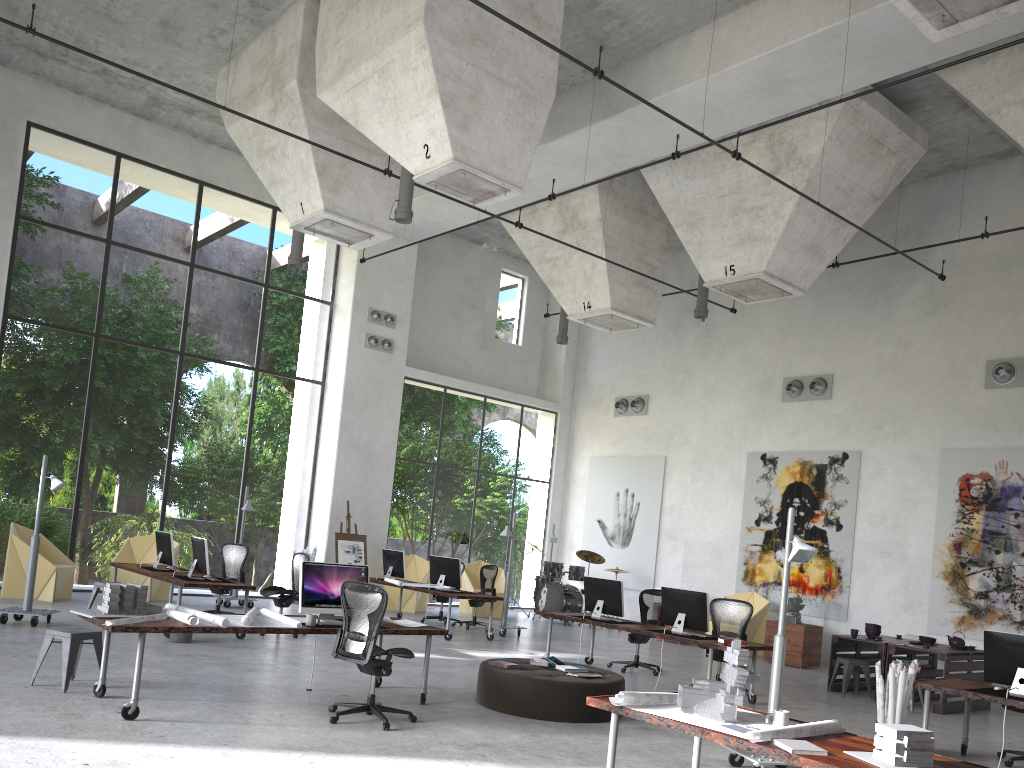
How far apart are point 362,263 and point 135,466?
13.4m

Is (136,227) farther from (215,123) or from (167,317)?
(215,123)

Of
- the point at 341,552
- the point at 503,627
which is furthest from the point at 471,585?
the point at 503,627

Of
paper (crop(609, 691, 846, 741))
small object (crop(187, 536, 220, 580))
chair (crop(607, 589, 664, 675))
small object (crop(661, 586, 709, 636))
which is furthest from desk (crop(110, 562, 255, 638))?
paper (crop(609, 691, 846, 741))

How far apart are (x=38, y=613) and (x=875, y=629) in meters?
10.8 m

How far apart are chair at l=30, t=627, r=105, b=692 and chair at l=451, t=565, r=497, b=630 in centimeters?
843cm

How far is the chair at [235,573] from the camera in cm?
1350

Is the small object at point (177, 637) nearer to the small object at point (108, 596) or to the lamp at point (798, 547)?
the small object at point (108, 596)

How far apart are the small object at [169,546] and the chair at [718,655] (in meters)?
7.52

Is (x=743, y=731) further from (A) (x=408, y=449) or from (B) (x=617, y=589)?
(A) (x=408, y=449)
